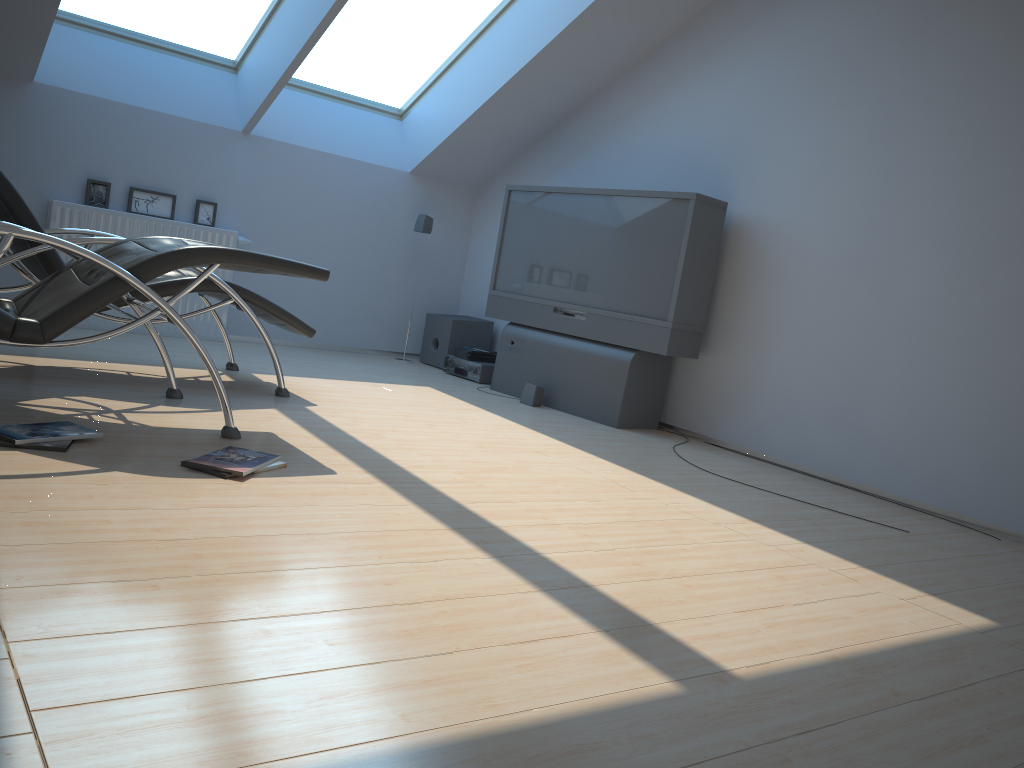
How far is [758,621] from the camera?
2.3 meters

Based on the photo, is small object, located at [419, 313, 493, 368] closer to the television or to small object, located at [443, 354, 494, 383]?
small object, located at [443, 354, 494, 383]

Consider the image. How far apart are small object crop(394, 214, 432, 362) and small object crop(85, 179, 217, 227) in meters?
1.6

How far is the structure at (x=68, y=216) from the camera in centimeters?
568cm

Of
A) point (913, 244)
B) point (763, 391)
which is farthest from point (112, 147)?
point (913, 244)

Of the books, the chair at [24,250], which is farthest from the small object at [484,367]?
the chair at [24,250]

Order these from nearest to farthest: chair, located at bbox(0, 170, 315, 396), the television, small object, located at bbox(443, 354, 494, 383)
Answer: chair, located at bbox(0, 170, 315, 396) → the television → small object, located at bbox(443, 354, 494, 383)

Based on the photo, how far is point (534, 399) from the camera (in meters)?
5.73

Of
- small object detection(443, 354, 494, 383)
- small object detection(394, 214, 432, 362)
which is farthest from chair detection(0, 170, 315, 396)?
small object detection(394, 214, 432, 362)

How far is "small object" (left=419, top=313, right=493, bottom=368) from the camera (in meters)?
6.96
